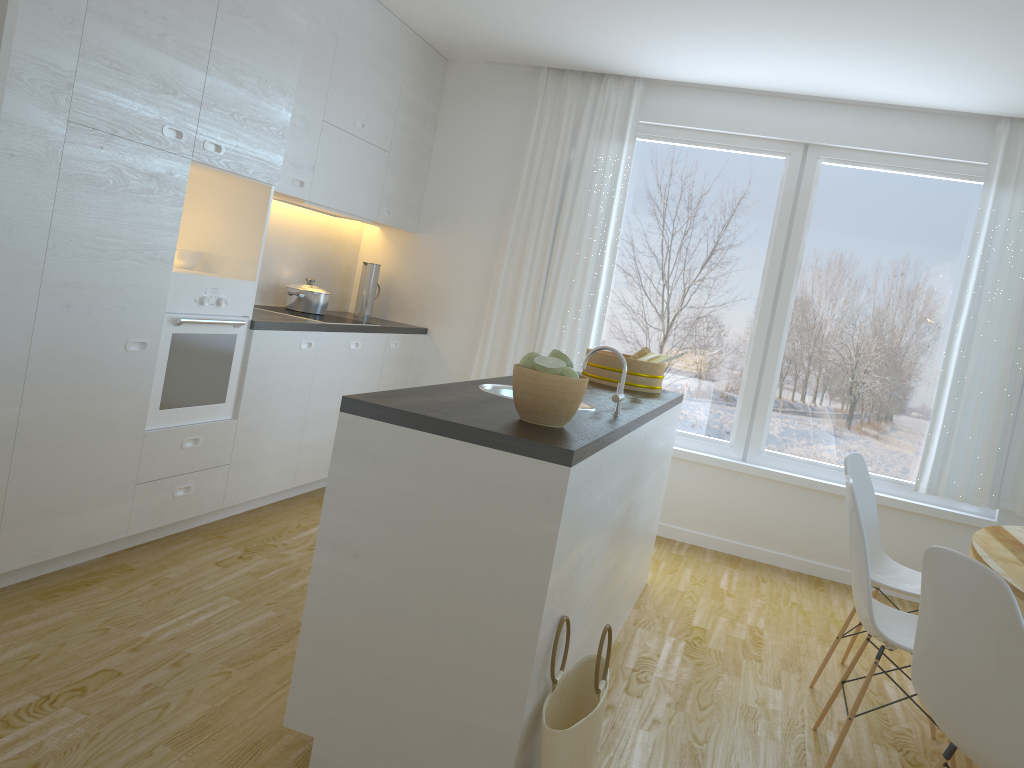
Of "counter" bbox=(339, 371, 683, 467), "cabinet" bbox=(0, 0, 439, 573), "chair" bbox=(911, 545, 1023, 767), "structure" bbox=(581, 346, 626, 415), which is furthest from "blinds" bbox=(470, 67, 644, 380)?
"chair" bbox=(911, 545, 1023, 767)

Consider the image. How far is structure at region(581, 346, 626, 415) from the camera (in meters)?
2.82

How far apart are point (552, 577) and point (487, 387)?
1.1m

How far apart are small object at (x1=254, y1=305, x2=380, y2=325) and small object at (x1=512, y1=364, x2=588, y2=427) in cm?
261

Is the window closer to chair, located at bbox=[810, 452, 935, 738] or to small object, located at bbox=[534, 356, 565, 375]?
chair, located at bbox=[810, 452, 935, 738]

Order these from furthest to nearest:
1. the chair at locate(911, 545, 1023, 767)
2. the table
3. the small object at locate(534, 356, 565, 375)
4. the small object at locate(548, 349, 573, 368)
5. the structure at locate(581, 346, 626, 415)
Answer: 1. the structure at locate(581, 346, 626, 415)
2. the table
3. the small object at locate(548, 349, 573, 368)
4. the small object at locate(534, 356, 565, 375)
5. the chair at locate(911, 545, 1023, 767)

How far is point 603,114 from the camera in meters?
5.4 m

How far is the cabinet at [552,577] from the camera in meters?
2.1 m

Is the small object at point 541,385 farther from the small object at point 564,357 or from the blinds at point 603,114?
the blinds at point 603,114

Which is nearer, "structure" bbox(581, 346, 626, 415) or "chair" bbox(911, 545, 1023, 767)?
"chair" bbox(911, 545, 1023, 767)
